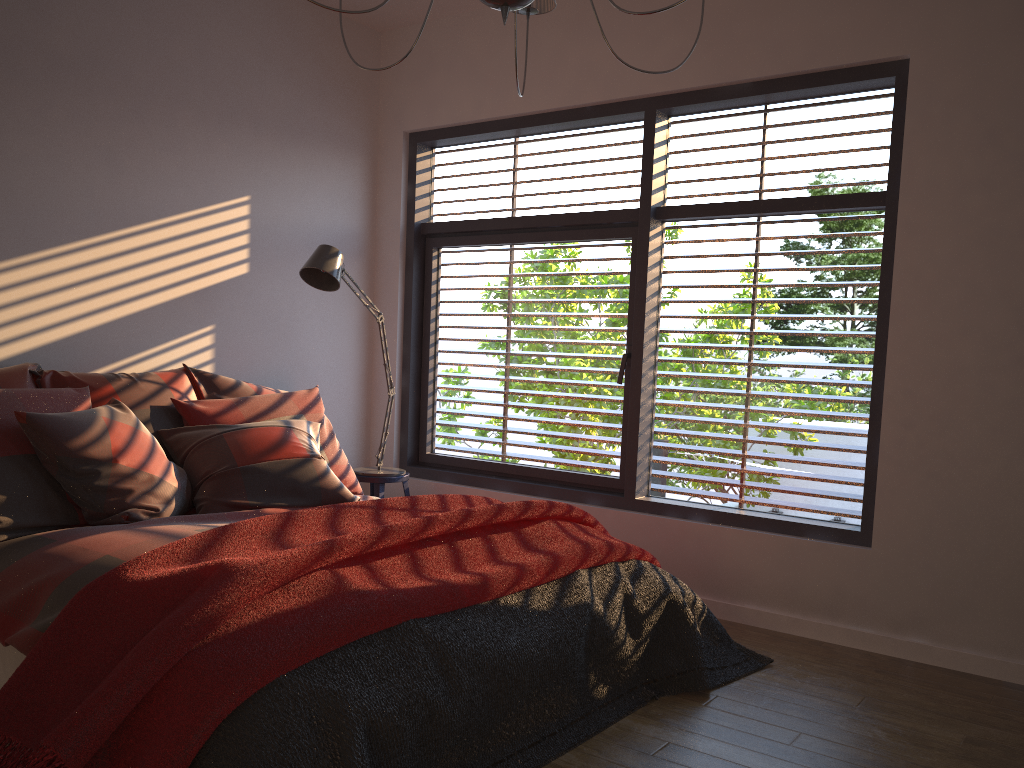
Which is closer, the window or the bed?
the bed

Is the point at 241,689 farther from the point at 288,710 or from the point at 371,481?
the point at 371,481

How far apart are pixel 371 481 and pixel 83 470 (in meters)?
1.75

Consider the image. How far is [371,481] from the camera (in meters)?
4.51

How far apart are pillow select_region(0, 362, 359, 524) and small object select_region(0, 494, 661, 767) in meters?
0.5

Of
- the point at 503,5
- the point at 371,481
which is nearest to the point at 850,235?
the point at 503,5

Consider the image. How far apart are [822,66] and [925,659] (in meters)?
2.41

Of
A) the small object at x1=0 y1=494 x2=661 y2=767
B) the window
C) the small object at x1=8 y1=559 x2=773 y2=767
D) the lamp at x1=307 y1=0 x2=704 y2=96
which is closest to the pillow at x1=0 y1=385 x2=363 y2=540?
the small object at x1=0 y1=494 x2=661 y2=767

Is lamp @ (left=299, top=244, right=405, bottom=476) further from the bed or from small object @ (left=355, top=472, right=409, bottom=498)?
the bed

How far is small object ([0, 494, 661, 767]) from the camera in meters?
1.8 m
